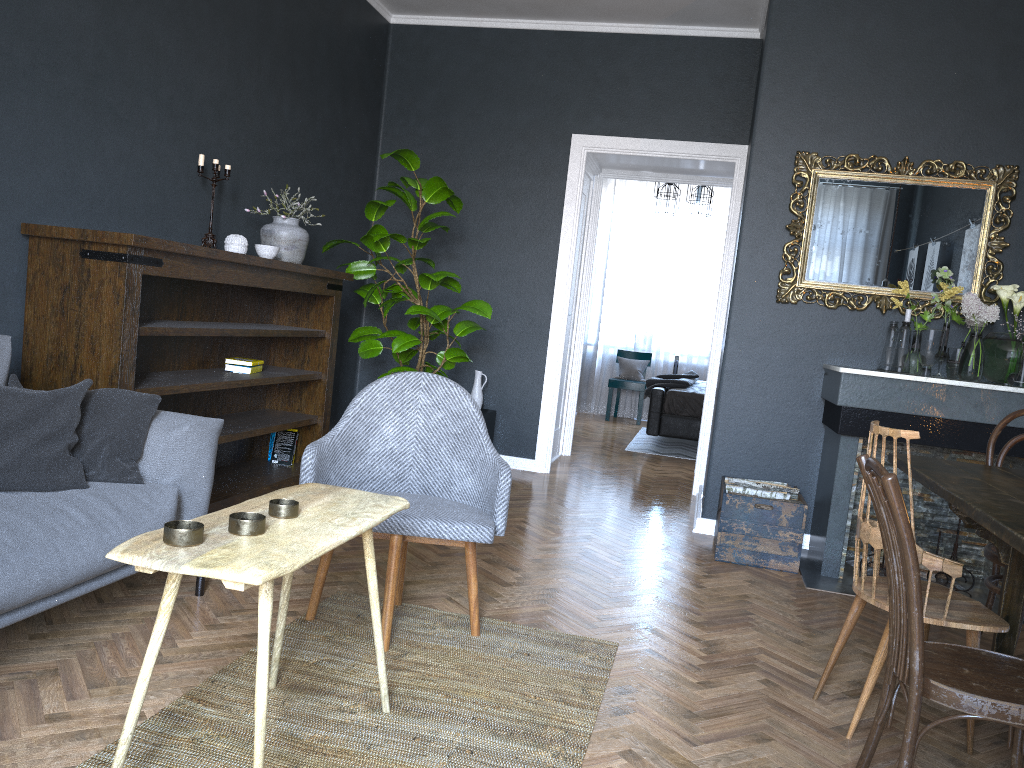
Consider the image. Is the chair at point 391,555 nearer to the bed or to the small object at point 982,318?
the small object at point 982,318

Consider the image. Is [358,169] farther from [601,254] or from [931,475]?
[601,254]

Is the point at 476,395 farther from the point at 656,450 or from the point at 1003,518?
the point at 1003,518

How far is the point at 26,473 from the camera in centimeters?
236cm

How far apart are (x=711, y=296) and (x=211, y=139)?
7.0m

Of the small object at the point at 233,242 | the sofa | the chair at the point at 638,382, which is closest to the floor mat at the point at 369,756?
the sofa

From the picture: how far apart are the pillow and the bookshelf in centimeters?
40cm

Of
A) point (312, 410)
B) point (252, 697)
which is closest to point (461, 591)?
point (252, 697)

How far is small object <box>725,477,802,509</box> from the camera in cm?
424

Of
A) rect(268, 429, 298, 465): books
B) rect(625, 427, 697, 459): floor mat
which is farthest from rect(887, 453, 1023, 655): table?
rect(625, 427, 697, 459): floor mat
